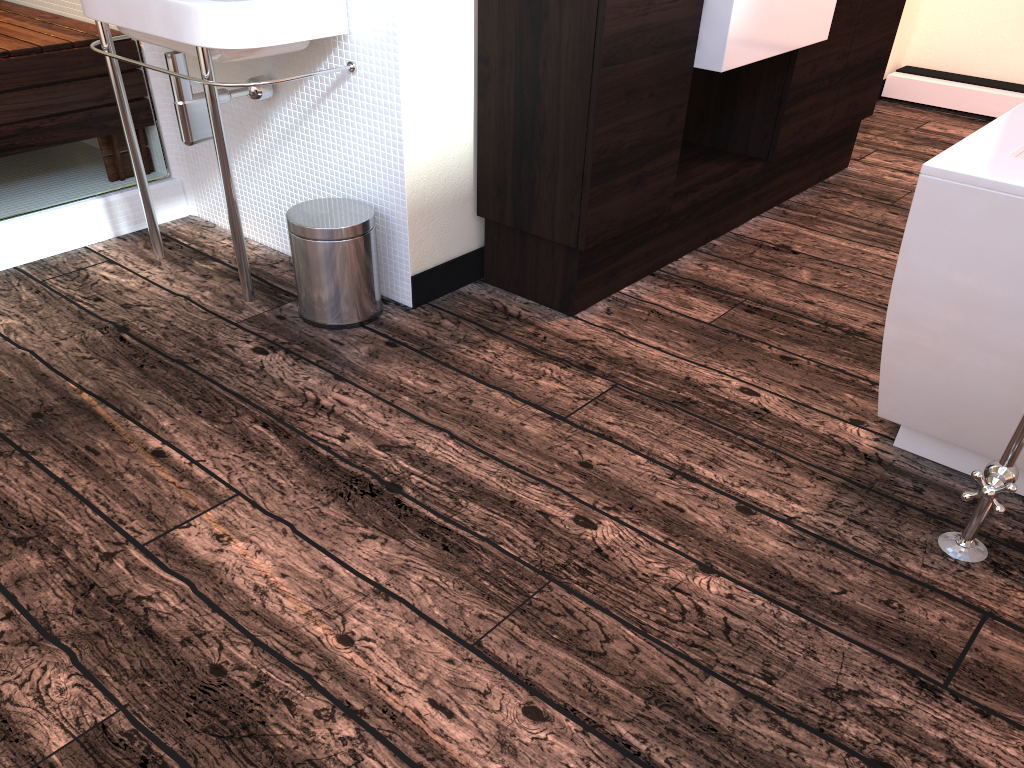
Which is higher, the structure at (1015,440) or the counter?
the counter

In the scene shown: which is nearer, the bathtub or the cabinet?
the bathtub

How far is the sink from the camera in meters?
1.9 m

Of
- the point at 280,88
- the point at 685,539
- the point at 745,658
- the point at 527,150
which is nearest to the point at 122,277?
the point at 280,88

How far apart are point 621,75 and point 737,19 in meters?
0.4 m

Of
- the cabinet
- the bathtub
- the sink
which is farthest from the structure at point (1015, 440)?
the sink

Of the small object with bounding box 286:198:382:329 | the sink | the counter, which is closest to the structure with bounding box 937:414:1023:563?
the counter

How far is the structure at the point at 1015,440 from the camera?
1.5 meters

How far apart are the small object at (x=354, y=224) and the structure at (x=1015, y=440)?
1.4m

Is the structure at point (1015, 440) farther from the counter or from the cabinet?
the counter
